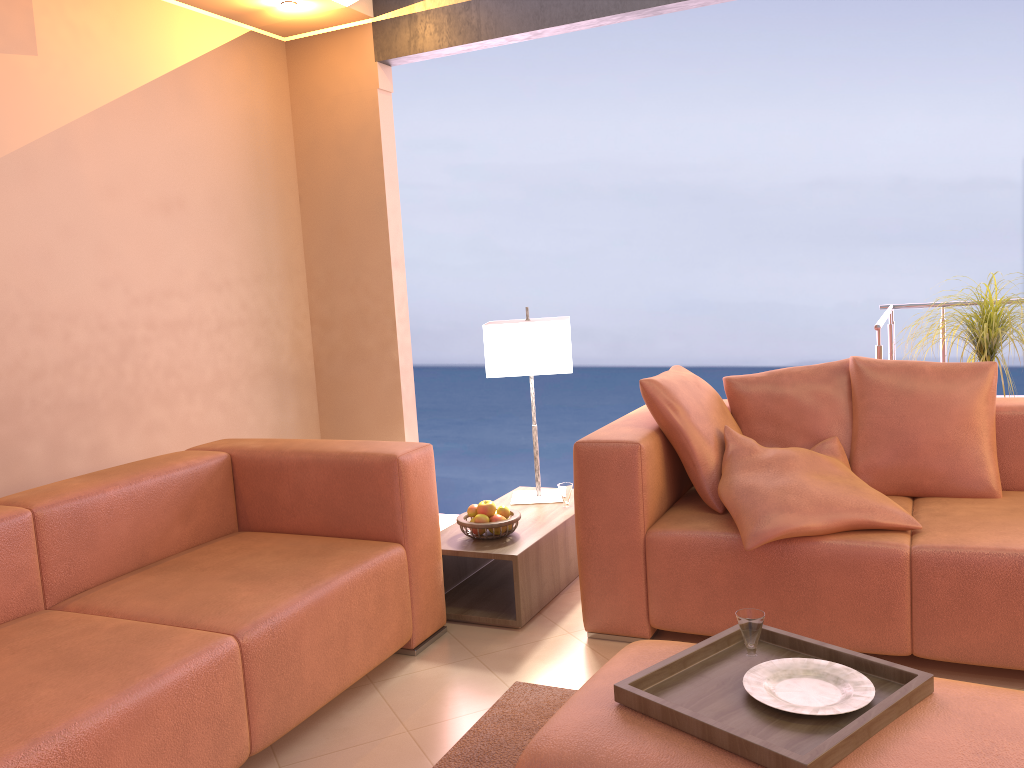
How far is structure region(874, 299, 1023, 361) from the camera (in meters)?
3.72

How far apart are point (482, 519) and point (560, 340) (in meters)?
0.79

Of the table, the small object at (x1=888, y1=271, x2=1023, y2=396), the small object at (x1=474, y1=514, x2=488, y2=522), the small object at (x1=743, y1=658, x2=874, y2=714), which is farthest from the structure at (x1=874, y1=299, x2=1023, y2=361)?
the small object at (x1=743, y1=658, x2=874, y2=714)

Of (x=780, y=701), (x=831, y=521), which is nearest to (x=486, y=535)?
(x=831, y=521)

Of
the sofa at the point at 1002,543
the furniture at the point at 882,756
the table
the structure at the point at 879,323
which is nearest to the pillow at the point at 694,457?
the sofa at the point at 1002,543

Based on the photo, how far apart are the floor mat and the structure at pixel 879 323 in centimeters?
209cm

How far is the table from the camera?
3.0m

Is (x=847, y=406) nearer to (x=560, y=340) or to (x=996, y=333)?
(x=996, y=333)

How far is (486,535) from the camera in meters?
3.1

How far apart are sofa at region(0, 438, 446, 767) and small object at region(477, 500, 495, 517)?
0.3m
